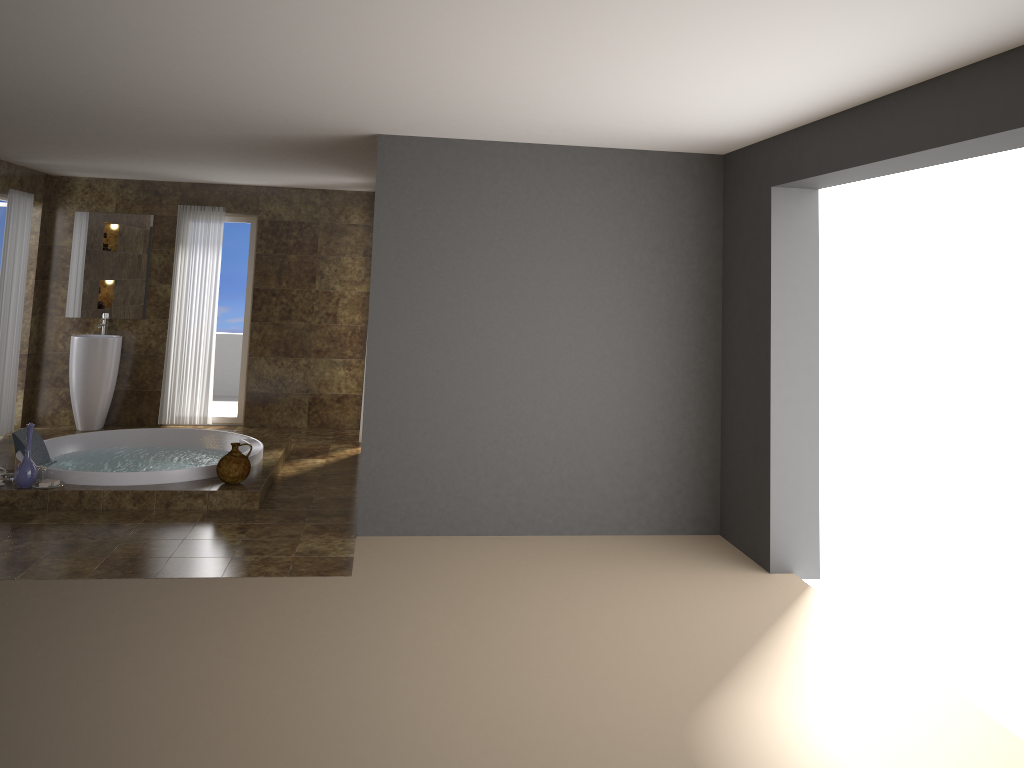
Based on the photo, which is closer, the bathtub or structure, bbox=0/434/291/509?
structure, bbox=0/434/291/509

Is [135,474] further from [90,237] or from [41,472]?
[90,237]

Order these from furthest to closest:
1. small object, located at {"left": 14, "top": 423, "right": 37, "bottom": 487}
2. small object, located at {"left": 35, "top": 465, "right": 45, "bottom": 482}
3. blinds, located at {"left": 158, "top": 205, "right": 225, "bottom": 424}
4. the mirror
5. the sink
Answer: blinds, located at {"left": 158, "top": 205, "right": 225, "bottom": 424}
the mirror
the sink
small object, located at {"left": 35, "top": 465, "right": 45, "bottom": 482}
small object, located at {"left": 14, "top": 423, "right": 37, "bottom": 487}

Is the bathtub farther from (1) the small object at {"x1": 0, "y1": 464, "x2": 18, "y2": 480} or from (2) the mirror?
(2) the mirror

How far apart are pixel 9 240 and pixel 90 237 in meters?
1.0

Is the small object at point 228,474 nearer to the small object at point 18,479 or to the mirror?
the small object at point 18,479

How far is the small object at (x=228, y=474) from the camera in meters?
6.2 m

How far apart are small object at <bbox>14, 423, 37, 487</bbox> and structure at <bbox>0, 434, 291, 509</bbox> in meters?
0.0

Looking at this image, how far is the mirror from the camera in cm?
877

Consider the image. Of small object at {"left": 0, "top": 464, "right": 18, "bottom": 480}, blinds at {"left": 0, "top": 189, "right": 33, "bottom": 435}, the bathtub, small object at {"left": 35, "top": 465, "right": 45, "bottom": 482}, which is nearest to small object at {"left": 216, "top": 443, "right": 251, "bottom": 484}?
the bathtub
